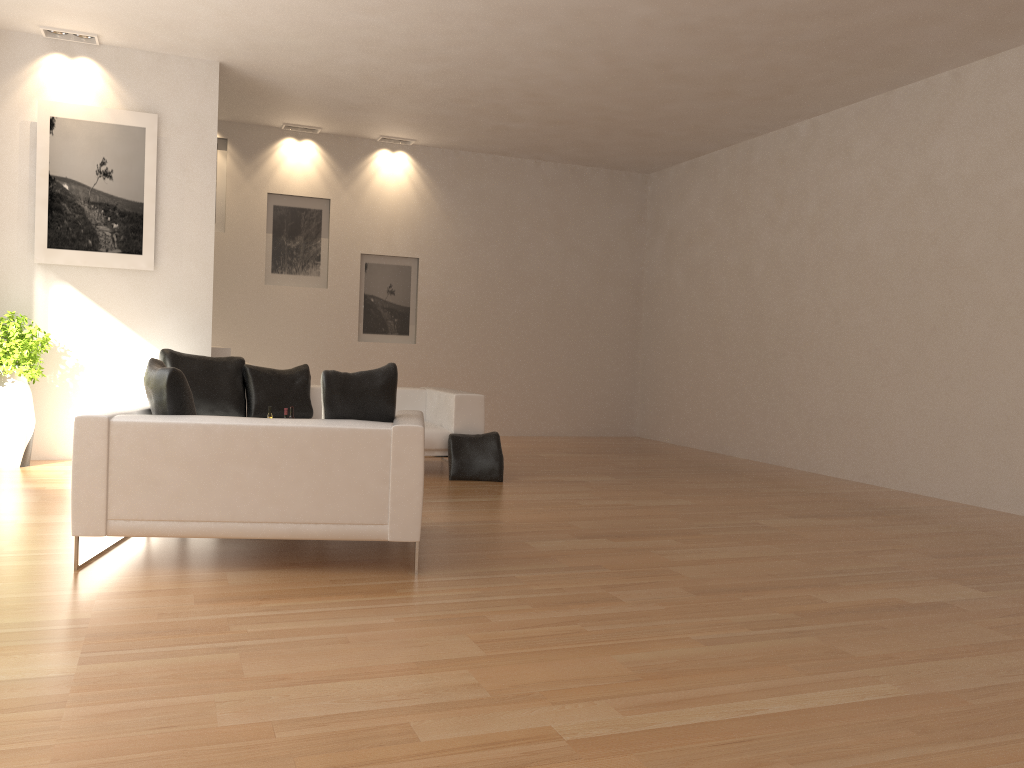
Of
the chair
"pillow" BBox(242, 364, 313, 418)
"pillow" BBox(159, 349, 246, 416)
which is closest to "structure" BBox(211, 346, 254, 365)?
"pillow" BBox(159, 349, 246, 416)

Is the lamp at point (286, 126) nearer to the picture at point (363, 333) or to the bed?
the picture at point (363, 333)

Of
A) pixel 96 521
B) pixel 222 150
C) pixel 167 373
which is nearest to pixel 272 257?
pixel 222 150

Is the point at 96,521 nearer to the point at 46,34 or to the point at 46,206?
the point at 46,206

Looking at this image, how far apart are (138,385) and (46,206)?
2.1m

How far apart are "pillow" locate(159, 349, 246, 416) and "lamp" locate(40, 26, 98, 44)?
2.9 meters

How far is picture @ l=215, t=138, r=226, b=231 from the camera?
10.6m

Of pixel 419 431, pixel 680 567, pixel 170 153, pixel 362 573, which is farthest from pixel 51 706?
pixel 170 153

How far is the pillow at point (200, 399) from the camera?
7.7 meters

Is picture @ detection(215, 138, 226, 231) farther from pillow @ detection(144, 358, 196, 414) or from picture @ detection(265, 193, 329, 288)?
pillow @ detection(144, 358, 196, 414)
